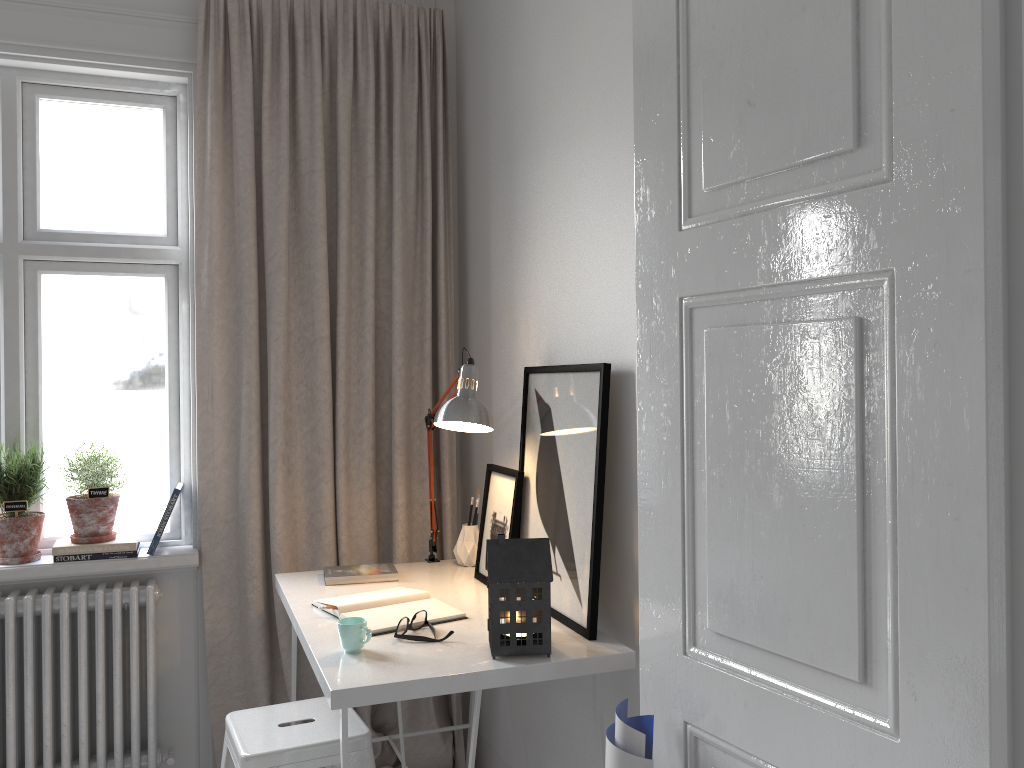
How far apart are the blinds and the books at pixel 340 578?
0.2 meters

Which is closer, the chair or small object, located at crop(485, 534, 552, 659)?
small object, located at crop(485, 534, 552, 659)

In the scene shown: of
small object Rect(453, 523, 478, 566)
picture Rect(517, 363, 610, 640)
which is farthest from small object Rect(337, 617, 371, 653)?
small object Rect(453, 523, 478, 566)

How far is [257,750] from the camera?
2.0 meters

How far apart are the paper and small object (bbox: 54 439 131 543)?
1.83m

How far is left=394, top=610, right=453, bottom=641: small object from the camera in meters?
2.0 m

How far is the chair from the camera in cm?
199

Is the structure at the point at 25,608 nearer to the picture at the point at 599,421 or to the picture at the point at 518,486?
the picture at the point at 518,486

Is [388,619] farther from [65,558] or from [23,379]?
[23,379]

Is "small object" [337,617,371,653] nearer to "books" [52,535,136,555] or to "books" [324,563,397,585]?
"books" [324,563,397,585]
